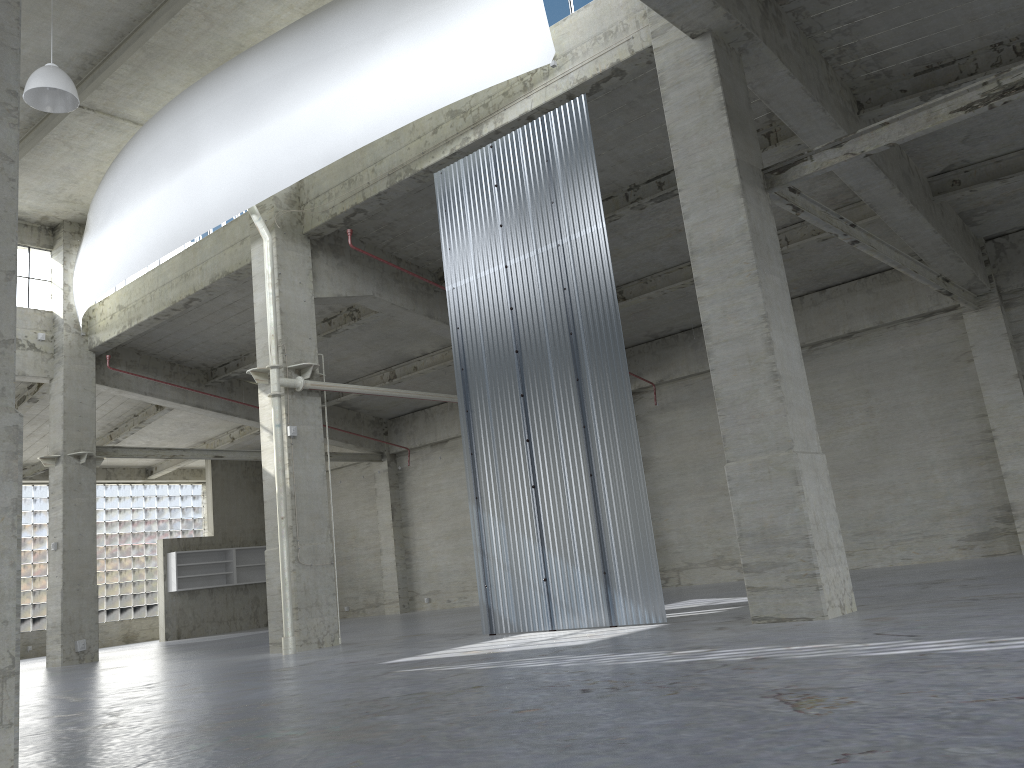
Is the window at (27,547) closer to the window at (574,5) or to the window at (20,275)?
the window at (20,275)

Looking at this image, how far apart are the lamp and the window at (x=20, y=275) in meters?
13.4 m

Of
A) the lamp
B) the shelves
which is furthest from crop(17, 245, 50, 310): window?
the shelves

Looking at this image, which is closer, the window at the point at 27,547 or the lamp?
the lamp

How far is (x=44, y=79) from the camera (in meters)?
19.06

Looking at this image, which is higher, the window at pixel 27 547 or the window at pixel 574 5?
the window at pixel 574 5

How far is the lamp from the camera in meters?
19.1

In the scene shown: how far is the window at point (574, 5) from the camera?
18.55m

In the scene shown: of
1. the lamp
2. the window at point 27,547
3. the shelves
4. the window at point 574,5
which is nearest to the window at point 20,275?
the lamp

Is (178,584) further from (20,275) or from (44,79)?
(44,79)
